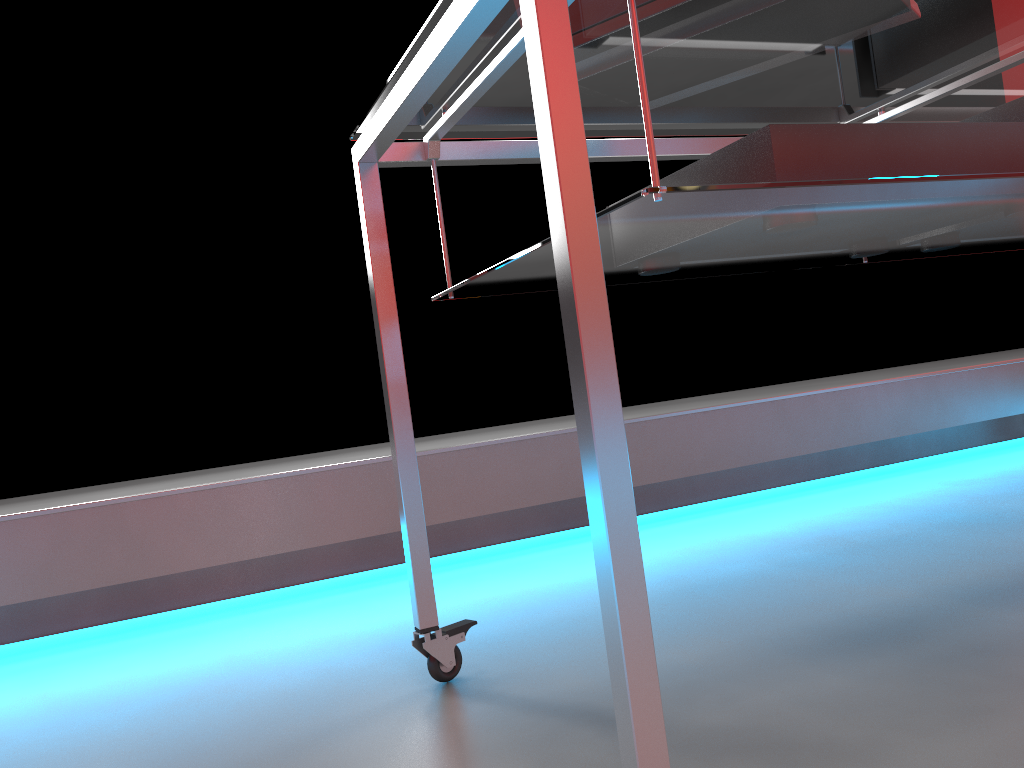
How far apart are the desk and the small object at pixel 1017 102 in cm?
5

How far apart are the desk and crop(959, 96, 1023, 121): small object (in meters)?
0.05

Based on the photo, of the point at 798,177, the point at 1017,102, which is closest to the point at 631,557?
the point at 798,177

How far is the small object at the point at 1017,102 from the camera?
1.1m

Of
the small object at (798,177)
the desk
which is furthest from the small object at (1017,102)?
the small object at (798,177)

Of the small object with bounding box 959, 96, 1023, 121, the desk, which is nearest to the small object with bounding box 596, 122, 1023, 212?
the desk

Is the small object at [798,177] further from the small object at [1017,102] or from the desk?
the small object at [1017,102]

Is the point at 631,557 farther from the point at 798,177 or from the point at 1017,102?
the point at 1017,102

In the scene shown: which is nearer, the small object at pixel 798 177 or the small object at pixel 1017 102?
the small object at pixel 798 177

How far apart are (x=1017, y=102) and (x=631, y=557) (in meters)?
0.93
